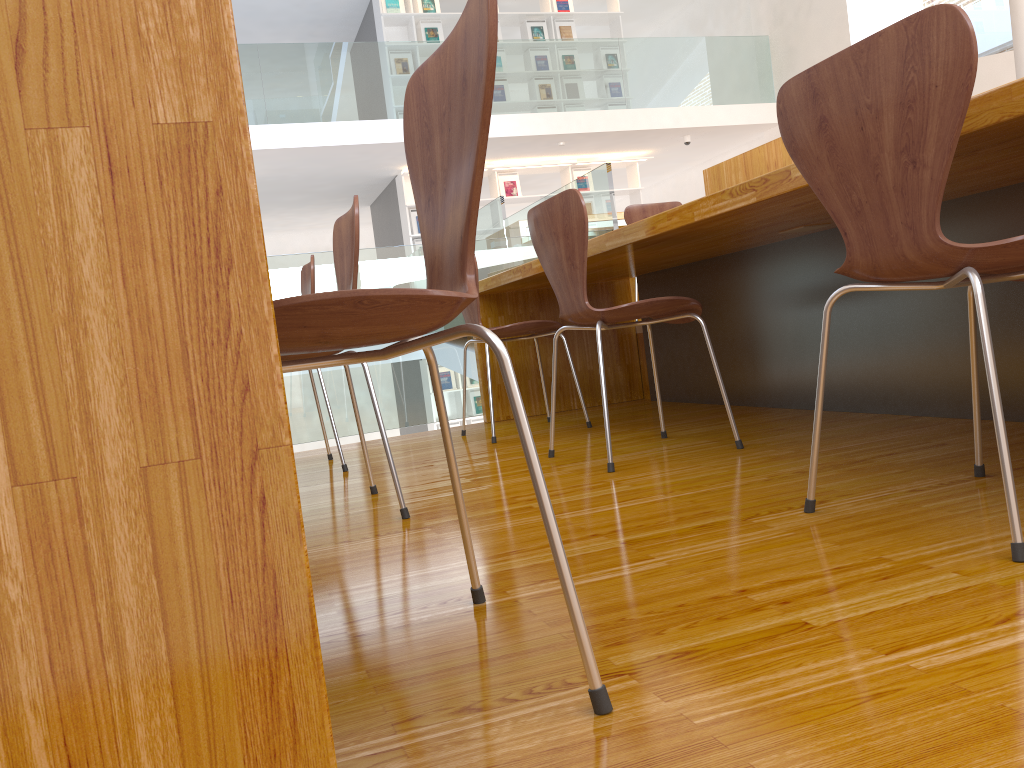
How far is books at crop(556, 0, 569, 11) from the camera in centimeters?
1023cm

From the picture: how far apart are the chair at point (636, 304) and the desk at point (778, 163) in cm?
107

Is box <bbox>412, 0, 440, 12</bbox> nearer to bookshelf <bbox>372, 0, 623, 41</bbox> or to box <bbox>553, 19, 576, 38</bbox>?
bookshelf <bbox>372, 0, 623, 41</bbox>

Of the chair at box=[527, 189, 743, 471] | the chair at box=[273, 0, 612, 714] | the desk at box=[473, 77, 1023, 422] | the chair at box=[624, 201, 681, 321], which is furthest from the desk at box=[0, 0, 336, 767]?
the chair at box=[624, 201, 681, 321]

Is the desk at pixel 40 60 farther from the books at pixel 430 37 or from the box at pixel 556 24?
the box at pixel 556 24

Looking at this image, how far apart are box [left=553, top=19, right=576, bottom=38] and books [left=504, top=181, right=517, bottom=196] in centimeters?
195cm

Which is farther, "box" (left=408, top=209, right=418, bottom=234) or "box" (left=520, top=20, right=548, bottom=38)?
"box" (left=520, top=20, right=548, bottom=38)

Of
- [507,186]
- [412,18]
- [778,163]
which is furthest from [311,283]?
[412,18]

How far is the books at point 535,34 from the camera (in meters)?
10.14

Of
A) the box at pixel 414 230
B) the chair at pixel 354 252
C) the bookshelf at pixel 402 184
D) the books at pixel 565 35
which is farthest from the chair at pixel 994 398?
the books at pixel 565 35
